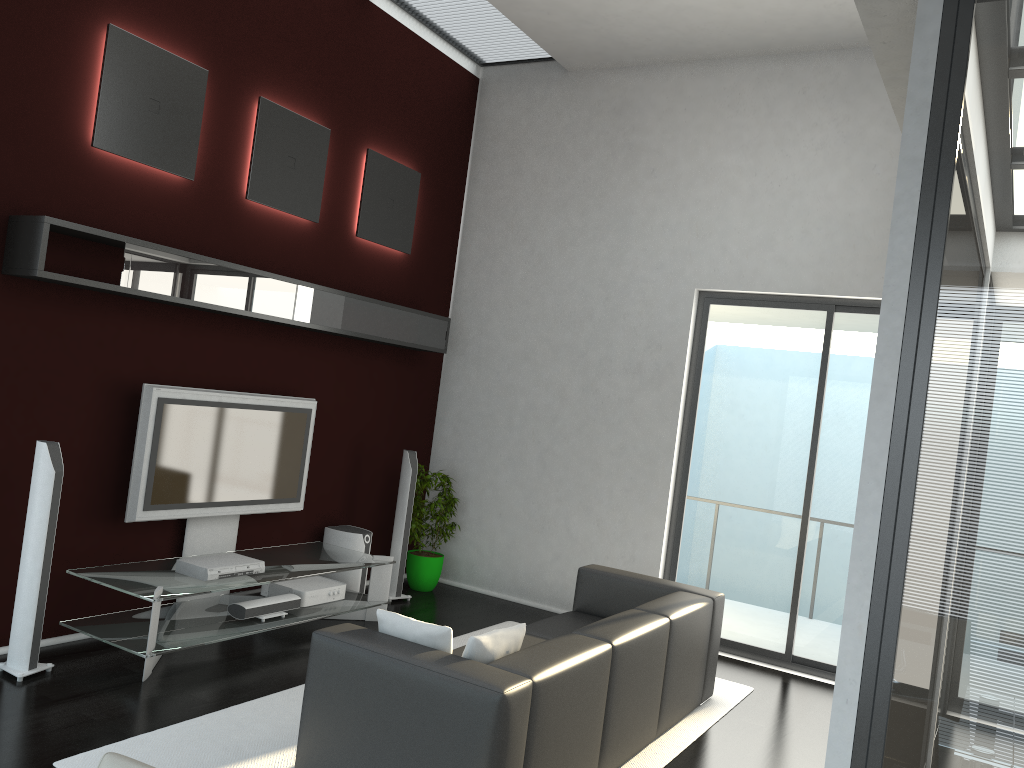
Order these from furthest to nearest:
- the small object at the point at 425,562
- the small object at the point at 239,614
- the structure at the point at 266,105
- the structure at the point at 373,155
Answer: the small object at the point at 425,562 < the structure at the point at 373,155 < the structure at the point at 266,105 < the small object at the point at 239,614

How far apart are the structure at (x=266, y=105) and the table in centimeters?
211cm

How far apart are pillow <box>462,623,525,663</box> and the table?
2.0 meters

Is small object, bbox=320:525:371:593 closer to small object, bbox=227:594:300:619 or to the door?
small object, bbox=227:594:300:619

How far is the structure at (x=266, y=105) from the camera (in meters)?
5.82

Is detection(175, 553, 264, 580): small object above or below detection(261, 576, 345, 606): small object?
above

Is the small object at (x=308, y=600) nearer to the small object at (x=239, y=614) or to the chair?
the small object at (x=239, y=614)

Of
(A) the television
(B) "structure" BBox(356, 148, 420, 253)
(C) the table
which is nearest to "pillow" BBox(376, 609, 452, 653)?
(C) the table

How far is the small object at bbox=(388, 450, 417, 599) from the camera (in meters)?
6.91

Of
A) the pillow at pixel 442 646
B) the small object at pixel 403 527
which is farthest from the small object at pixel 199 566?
the pillow at pixel 442 646
